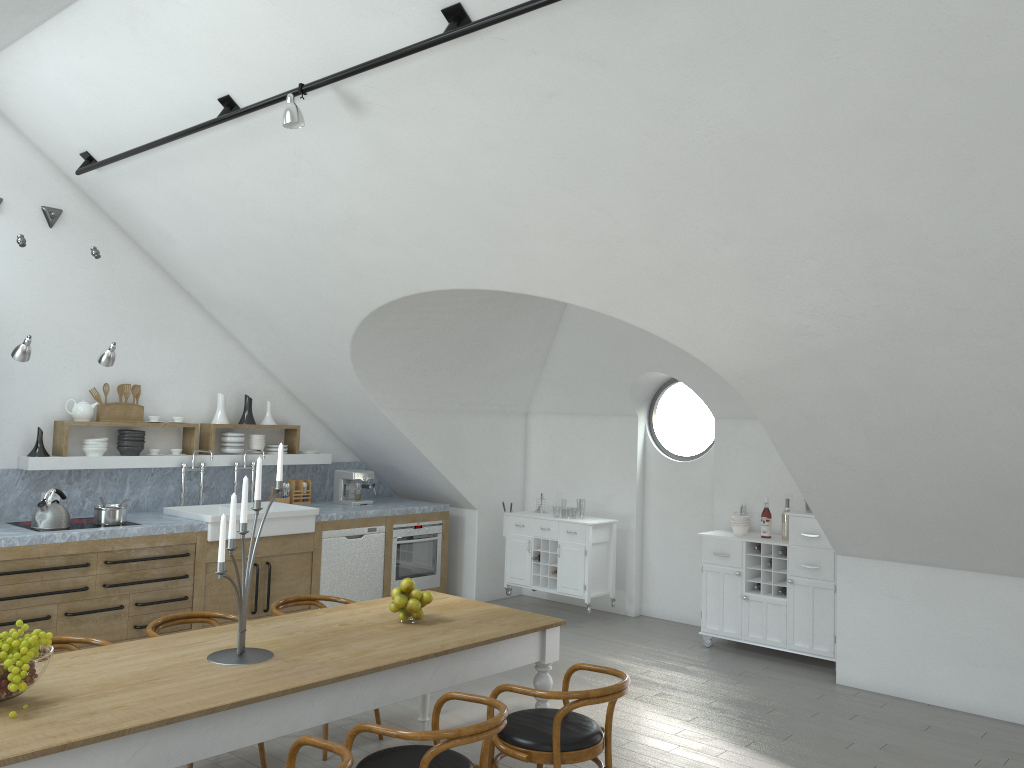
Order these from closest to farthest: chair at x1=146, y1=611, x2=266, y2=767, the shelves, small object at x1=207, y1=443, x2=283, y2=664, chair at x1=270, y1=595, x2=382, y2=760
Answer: small object at x1=207, y1=443, x2=283, y2=664
chair at x1=146, y1=611, x2=266, y2=767
chair at x1=270, y1=595, x2=382, y2=760
the shelves

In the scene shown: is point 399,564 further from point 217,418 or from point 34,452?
point 34,452

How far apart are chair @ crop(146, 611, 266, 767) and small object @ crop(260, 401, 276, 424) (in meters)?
3.44

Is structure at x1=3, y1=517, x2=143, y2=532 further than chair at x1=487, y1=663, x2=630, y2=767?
Yes

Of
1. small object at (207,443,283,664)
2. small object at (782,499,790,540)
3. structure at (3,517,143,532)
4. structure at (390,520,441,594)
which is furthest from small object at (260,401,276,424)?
small object at (782,499,790,540)

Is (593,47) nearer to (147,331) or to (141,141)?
(141,141)

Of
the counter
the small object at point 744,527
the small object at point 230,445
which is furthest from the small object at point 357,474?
the small object at point 744,527

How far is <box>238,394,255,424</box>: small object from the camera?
7.9m

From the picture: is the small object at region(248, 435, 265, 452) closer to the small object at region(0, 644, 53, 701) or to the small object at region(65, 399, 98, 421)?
the small object at region(65, 399, 98, 421)

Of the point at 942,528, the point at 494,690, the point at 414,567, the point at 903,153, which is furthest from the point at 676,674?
the point at 903,153
